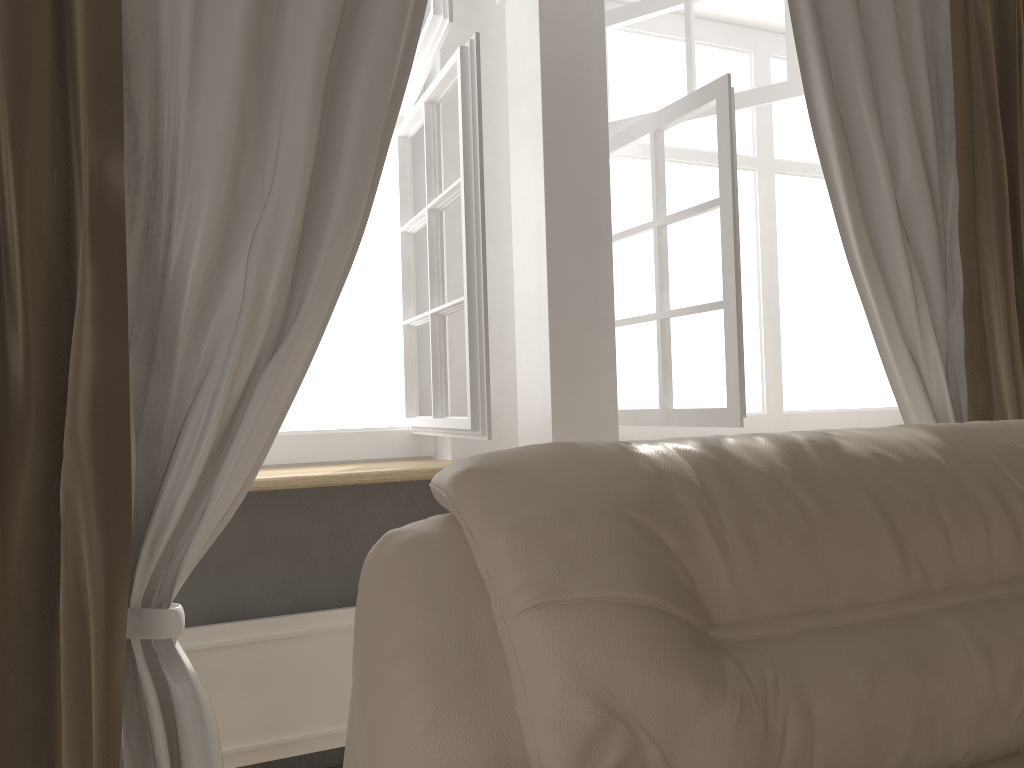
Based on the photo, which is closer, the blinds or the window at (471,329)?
the blinds

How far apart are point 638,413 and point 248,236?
1.4m

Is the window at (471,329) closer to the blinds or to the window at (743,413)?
the blinds

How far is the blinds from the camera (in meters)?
1.44

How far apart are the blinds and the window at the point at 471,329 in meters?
0.2

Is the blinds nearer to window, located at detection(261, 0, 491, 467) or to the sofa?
window, located at detection(261, 0, 491, 467)

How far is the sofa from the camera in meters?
1.0

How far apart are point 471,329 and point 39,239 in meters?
0.9

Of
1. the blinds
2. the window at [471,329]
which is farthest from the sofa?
the window at [471,329]

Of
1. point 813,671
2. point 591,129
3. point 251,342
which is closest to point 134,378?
point 251,342
